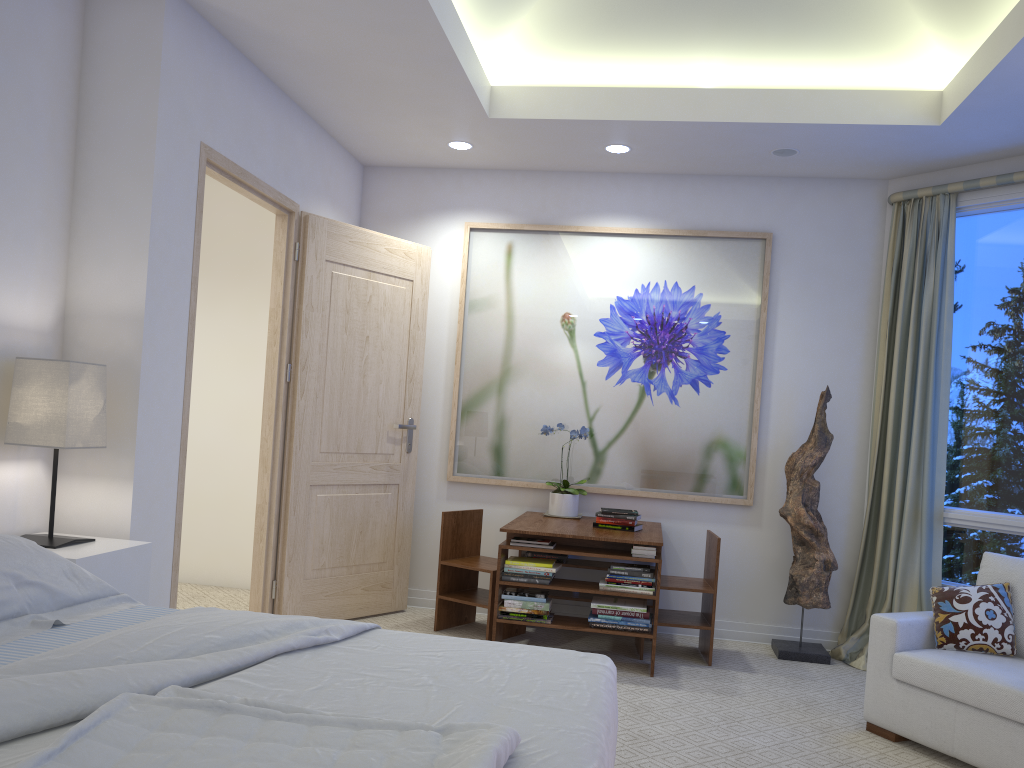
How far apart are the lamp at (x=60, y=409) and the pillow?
3.04m

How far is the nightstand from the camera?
2.65m

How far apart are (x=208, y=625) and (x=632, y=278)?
3.4 meters

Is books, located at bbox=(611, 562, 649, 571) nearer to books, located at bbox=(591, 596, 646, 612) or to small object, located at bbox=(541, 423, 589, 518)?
books, located at bbox=(591, 596, 646, 612)

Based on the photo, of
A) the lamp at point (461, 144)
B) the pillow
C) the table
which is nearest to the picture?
the table

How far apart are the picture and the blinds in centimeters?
60cm

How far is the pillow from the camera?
3.23m

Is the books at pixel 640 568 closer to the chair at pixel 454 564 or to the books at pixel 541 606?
the books at pixel 541 606

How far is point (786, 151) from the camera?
4.3 meters

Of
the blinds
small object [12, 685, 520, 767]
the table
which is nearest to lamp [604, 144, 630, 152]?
the blinds
